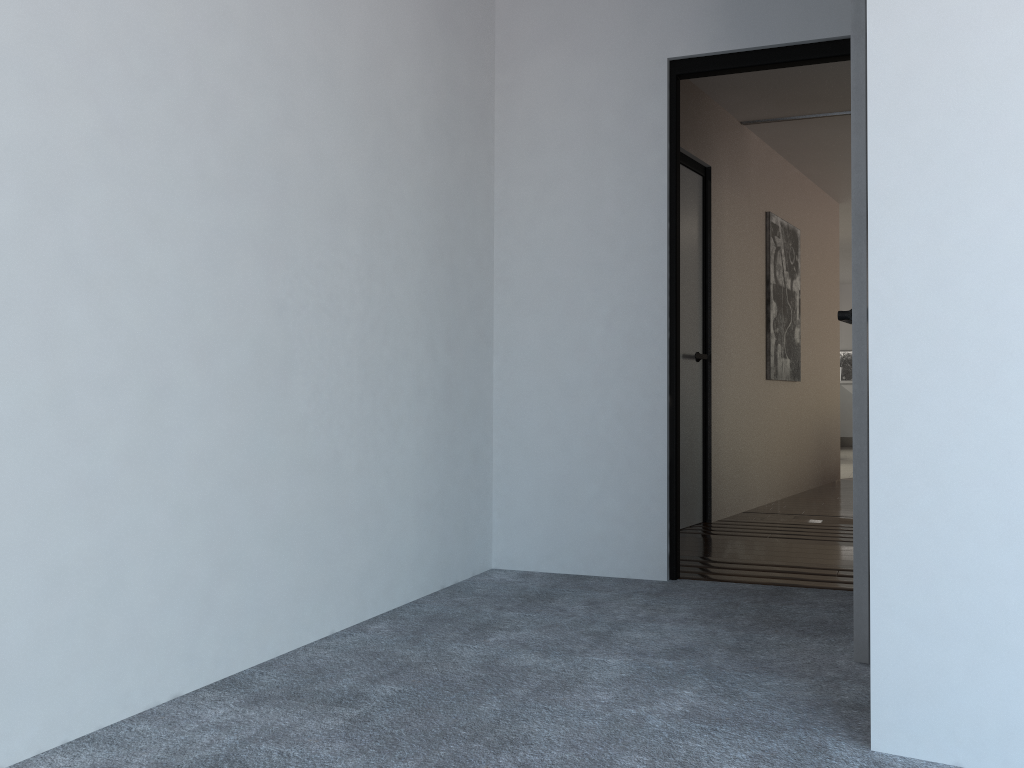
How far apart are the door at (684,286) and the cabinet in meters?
8.6 m

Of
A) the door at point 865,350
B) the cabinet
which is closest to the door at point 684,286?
the door at point 865,350

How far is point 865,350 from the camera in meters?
2.3

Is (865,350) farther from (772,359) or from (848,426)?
(848,426)

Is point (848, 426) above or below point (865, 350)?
below

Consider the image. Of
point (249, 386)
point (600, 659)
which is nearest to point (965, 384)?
point (600, 659)

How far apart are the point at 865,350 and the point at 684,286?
2.56m

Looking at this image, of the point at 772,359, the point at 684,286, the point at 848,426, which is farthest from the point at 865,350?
the point at 848,426

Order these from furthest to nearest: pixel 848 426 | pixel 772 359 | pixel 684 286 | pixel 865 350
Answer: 1. pixel 848 426
2. pixel 772 359
3. pixel 684 286
4. pixel 865 350

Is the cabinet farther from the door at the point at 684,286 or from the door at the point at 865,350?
the door at the point at 865,350
